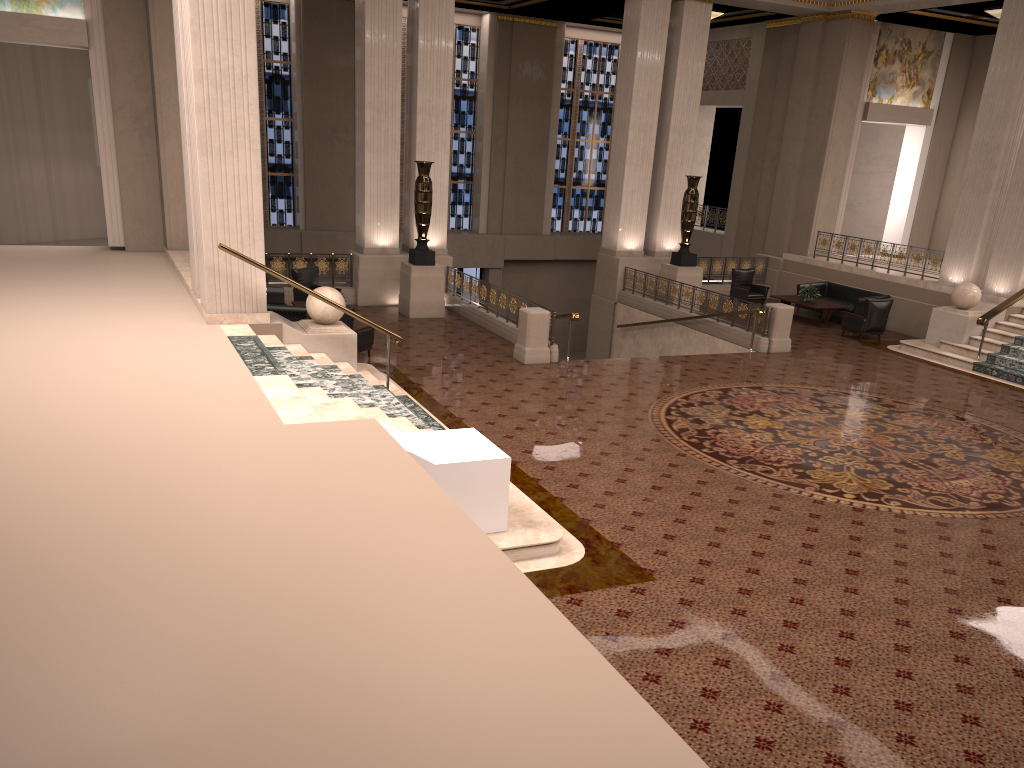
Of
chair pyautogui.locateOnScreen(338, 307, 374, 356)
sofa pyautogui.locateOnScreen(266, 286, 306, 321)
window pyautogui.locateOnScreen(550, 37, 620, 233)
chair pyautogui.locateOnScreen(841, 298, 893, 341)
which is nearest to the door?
window pyautogui.locateOnScreen(550, 37, 620, 233)

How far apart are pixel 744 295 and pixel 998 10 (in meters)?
8.17

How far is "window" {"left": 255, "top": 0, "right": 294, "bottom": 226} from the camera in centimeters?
2280cm

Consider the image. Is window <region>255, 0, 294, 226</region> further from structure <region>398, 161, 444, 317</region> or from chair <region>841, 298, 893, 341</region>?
chair <region>841, 298, 893, 341</region>

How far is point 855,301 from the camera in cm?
1861

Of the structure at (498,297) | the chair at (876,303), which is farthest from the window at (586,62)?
the chair at (876,303)

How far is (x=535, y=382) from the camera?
12.9m

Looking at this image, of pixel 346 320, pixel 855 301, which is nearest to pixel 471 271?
pixel 855 301

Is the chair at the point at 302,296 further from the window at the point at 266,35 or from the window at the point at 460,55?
the window at the point at 460,55

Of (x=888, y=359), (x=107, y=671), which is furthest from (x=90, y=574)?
(x=888, y=359)
